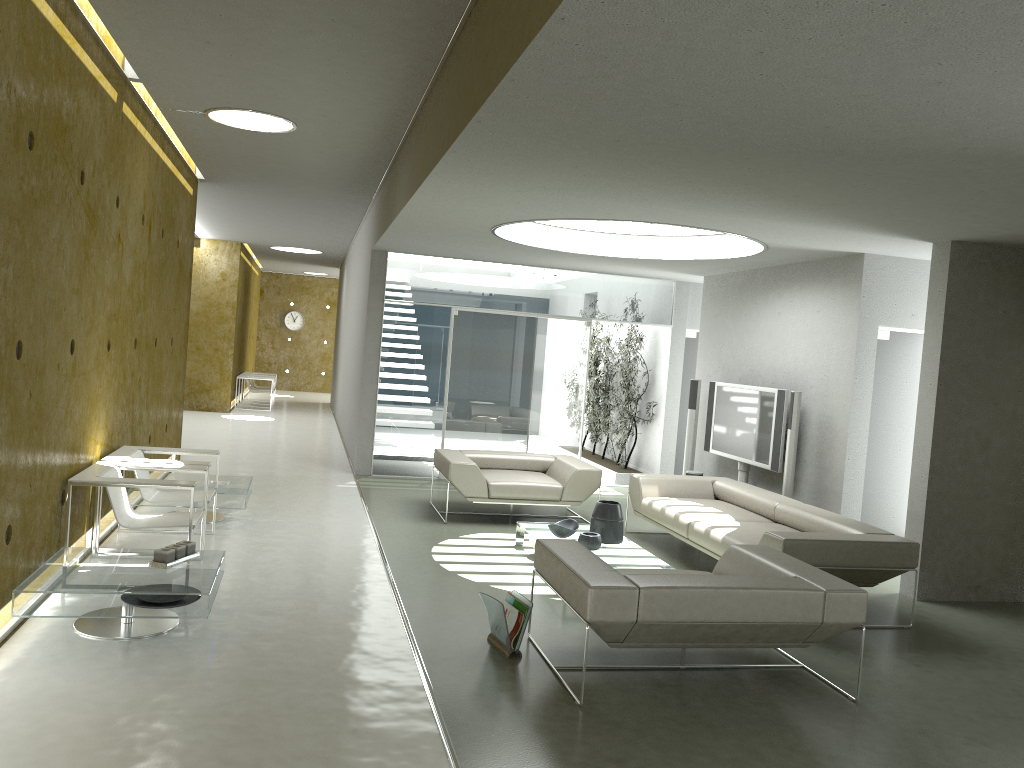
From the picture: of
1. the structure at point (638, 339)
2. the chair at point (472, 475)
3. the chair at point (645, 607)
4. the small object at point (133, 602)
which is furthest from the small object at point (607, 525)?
the structure at point (638, 339)

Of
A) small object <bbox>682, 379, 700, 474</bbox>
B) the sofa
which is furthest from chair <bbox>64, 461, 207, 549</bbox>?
small object <bbox>682, 379, 700, 474</bbox>

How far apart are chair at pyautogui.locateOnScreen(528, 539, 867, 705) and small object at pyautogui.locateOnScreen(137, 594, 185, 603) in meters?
2.0

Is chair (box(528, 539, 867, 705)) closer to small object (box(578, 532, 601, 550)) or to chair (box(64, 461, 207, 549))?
small object (box(578, 532, 601, 550))

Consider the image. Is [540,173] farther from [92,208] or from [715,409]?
[715,409]

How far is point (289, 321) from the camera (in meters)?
24.93

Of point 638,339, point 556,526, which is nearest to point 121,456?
point 556,526

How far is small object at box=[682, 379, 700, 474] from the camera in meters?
10.1

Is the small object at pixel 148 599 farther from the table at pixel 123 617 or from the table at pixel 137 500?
the table at pixel 137 500

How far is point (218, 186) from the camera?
10.53m
